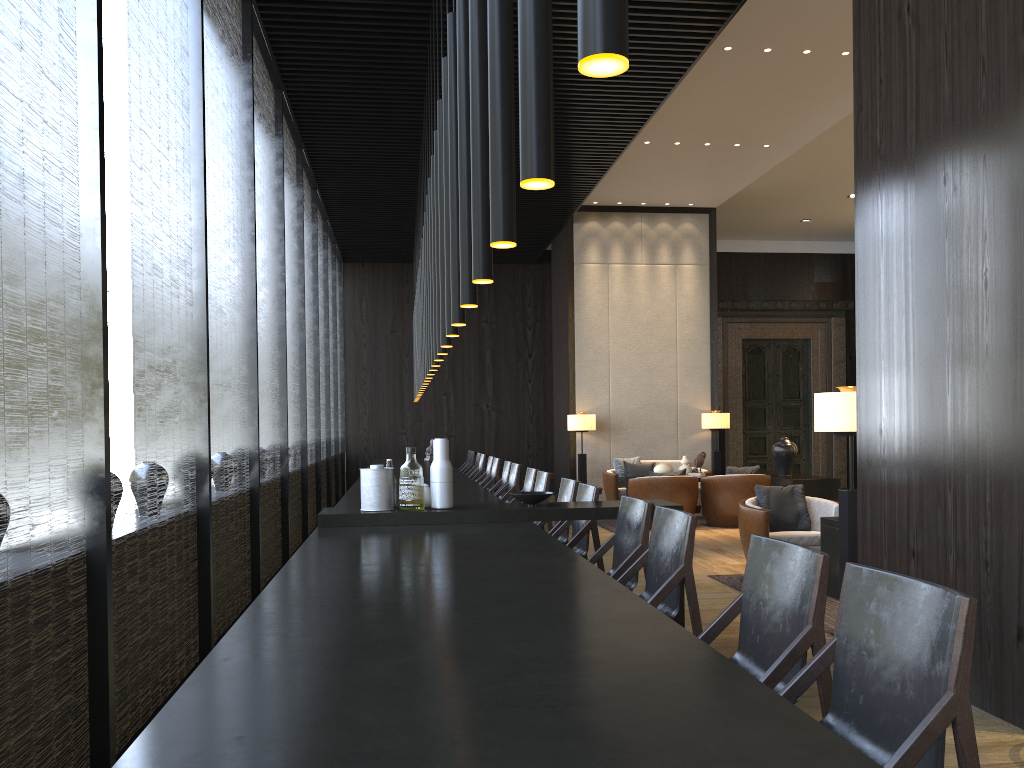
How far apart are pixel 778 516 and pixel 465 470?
6.64m

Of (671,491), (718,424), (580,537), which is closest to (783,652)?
(580,537)

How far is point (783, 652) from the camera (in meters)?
2.20

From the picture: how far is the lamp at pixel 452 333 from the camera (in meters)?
4.04

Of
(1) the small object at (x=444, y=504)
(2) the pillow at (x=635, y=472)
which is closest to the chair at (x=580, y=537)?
(1) the small object at (x=444, y=504)

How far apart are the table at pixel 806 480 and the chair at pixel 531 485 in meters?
4.2

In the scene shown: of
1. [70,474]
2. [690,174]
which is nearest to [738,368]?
[690,174]

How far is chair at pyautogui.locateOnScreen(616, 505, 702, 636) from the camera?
3.2m

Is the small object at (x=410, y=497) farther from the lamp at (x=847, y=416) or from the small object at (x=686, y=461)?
the small object at (x=686, y=461)

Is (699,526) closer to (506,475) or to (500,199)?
(506,475)
